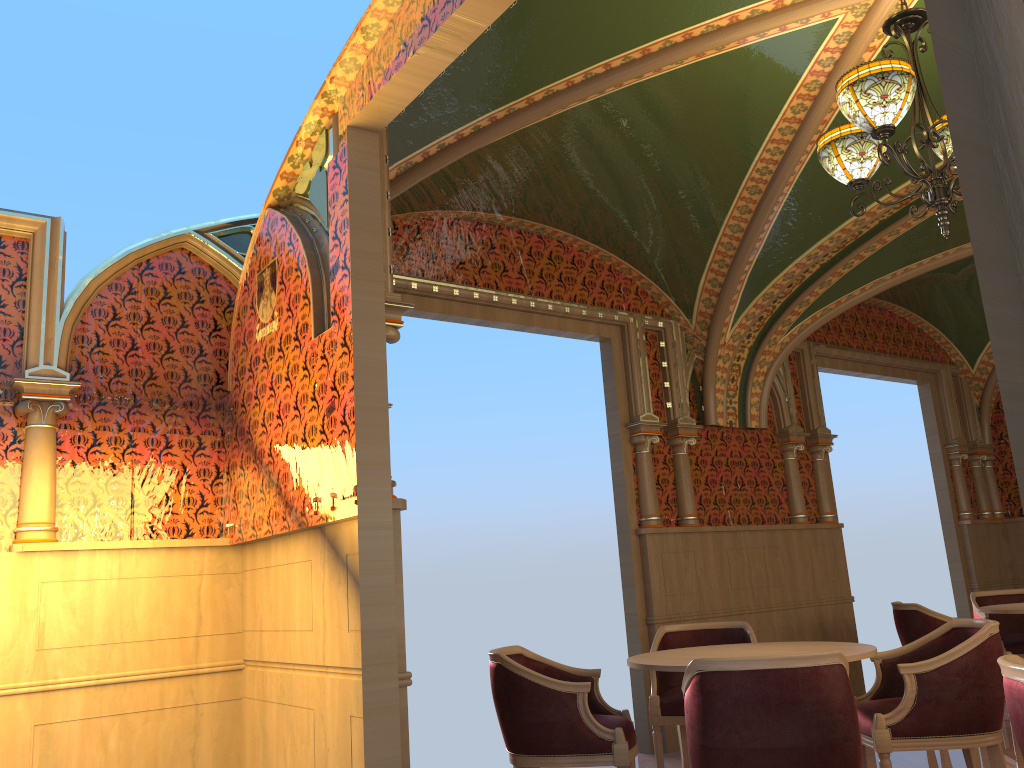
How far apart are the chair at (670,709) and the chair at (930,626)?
1.6 meters

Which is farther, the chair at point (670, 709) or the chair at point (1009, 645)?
the chair at point (1009, 645)

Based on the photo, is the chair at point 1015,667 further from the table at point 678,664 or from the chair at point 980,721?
the chair at point 980,721

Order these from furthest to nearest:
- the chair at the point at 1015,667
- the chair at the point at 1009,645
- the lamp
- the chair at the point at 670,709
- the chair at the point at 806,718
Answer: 1. the chair at the point at 1009,645
2. the chair at the point at 670,709
3. the lamp
4. the chair at the point at 806,718
5. the chair at the point at 1015,667

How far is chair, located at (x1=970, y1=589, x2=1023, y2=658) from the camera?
6.72m

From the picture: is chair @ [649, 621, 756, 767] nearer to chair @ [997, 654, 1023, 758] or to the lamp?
chair @ [997, 654, 1023, 758]

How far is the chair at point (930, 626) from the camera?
6.1 meters

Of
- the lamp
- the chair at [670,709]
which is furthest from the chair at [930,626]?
the lamp

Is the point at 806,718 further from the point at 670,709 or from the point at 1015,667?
the point at 670,709

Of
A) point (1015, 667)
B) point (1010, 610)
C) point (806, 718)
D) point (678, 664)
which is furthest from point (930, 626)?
point (1015, 667)
